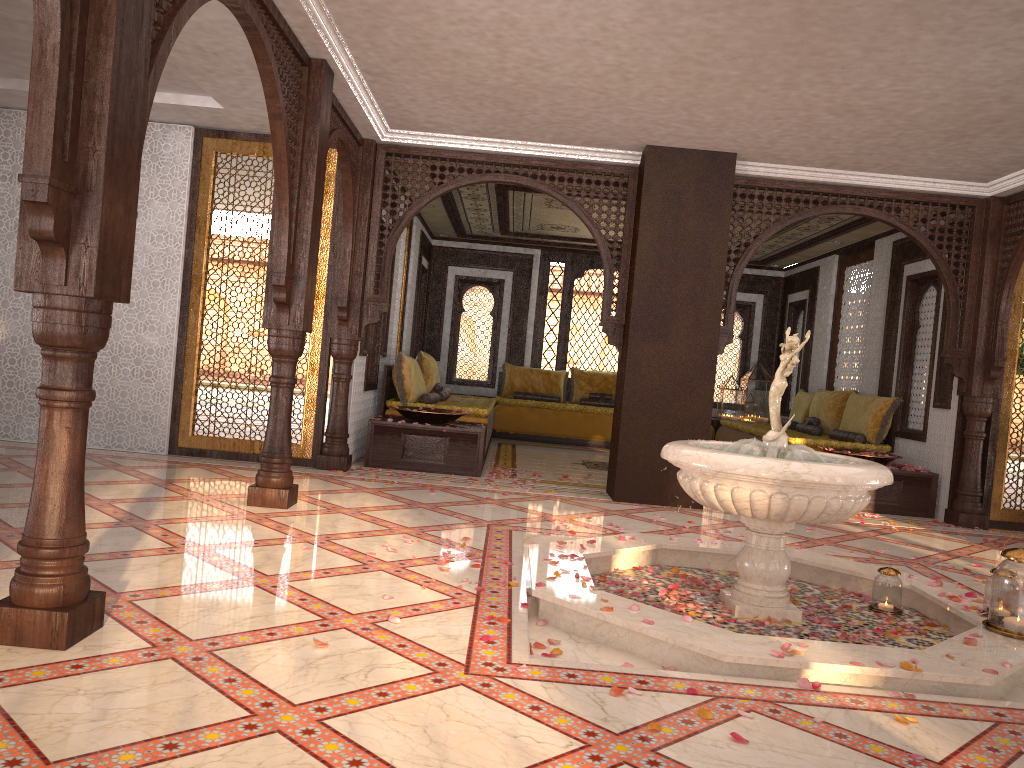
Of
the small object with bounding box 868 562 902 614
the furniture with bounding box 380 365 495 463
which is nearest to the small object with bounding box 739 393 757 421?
the furniture with bounding box 380 365 495 463

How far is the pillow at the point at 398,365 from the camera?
8.9m

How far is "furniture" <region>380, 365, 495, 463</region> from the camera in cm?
887

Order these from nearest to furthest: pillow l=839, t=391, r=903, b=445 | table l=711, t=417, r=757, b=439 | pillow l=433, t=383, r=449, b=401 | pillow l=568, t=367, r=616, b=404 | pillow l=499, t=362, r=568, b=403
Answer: pillow l=839, t=391, r=903, b=445
pillow l=433, t=383, r=449, b=401
table l=711, t=417, r=757, b=439
pillow l=568, t=367, r=616, b=404
pillow l=499, t=362, r=568, b=403

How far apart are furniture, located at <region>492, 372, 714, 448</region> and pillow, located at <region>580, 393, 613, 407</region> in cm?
54

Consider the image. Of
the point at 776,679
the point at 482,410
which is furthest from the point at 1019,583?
the point at 482,410

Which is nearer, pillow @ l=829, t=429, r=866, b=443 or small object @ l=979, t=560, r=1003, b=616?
Result: small object @ l=979, t=560, r=1003, b=616

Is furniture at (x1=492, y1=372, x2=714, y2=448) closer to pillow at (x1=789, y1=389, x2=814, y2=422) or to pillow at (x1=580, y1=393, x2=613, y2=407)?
pillow at (x1=580, y1=393, x2=613, y2=407)

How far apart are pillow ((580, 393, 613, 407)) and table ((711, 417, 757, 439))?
1.5 meters

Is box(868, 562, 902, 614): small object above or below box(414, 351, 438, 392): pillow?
below
